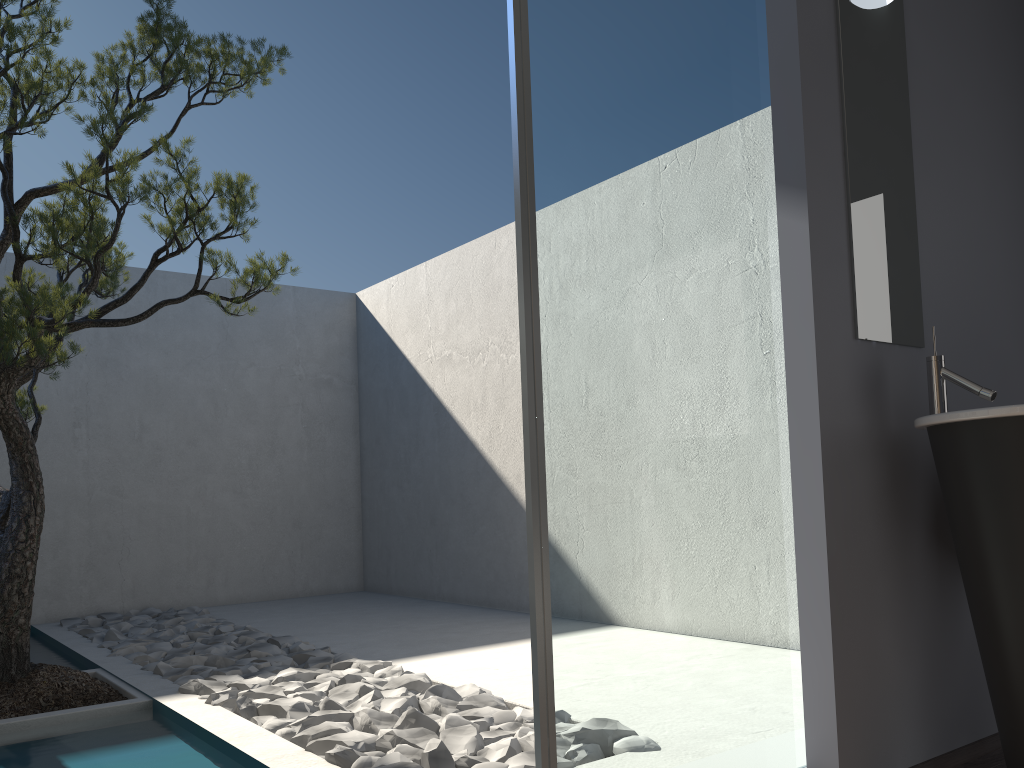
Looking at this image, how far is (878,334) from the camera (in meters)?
2.55

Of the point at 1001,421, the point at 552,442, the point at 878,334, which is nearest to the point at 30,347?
the point at 552,442

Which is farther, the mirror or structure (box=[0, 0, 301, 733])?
structure (box=[0, 0, 301, 733])

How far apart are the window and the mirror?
0.2m

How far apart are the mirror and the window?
0.2m

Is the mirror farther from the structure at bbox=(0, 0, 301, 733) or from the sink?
the structure at bbox=(0, 0, 301, 733)

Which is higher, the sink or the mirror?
the mirror

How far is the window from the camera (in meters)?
1.95

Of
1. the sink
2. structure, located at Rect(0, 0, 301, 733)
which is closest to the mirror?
the sink

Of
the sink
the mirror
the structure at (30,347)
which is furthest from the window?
the structure at (30,347)
